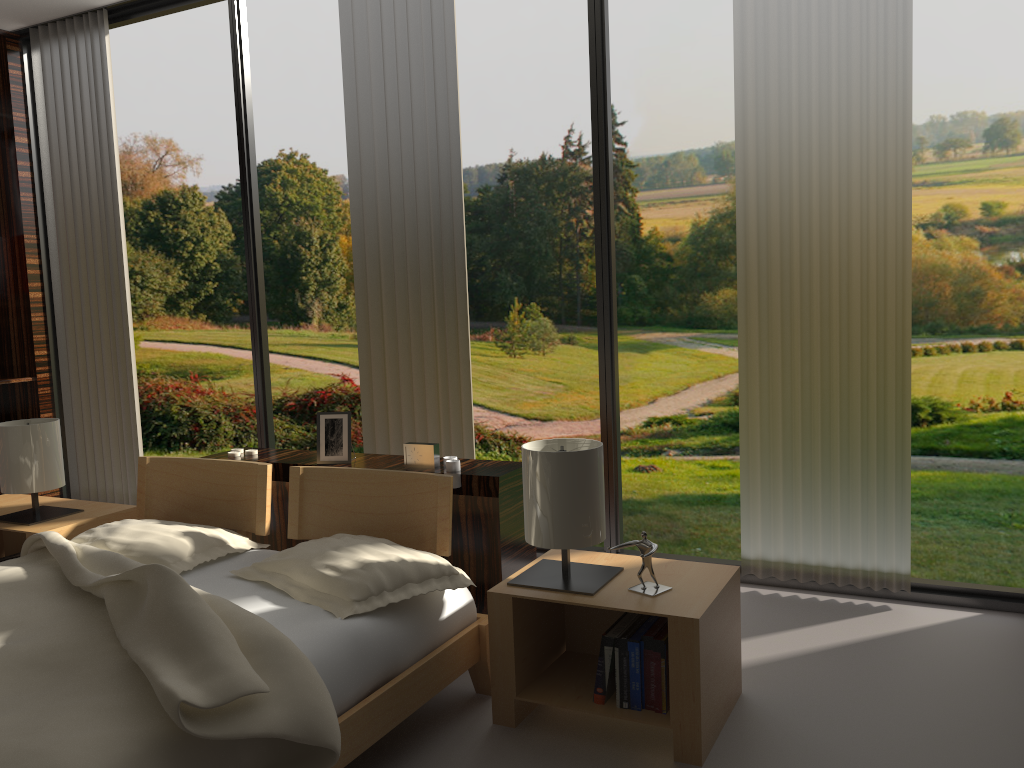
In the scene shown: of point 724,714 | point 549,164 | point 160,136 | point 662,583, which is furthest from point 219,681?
point 160,136

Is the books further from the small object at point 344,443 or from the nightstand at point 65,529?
the nightstand at point 65,529

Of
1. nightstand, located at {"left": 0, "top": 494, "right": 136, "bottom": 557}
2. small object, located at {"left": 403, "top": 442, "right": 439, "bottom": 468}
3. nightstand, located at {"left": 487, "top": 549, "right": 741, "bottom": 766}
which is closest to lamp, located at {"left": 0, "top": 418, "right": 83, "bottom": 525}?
nightstand, located at {"left": 0, "top": 494, "right": 136, "bottom": 557}

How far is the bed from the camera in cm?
143

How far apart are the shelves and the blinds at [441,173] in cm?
202

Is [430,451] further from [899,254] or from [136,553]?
[899,254]

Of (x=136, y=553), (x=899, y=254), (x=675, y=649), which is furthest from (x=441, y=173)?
(x=675, y=649)

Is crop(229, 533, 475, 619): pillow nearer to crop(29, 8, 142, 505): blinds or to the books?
the books

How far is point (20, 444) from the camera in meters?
2.9 m

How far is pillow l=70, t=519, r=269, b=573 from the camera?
2.3 meters
